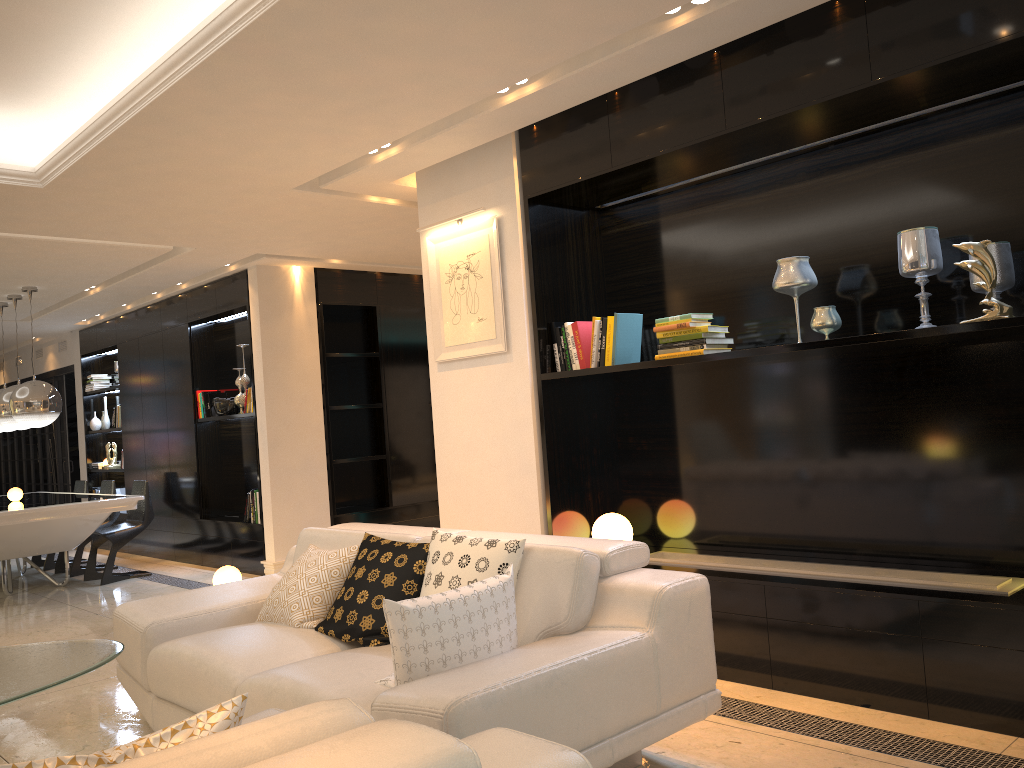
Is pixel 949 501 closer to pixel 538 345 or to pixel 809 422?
pixel 809 422

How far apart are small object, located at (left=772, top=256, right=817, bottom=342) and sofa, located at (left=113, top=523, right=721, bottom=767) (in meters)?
1.39

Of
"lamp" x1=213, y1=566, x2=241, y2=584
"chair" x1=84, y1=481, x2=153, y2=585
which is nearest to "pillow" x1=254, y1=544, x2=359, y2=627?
"lamp" x1=213, y1=566, x2=241, y2=584

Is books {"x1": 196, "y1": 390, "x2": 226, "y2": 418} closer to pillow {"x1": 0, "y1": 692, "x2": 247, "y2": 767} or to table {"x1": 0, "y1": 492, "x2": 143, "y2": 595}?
table {"x1": 0, "y1": 492, "x2": 143, "y2": 595}

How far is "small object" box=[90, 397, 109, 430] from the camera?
10.5 meters

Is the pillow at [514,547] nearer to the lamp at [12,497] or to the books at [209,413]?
the books at [209,413]

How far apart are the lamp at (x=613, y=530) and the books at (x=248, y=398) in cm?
418

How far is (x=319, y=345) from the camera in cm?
787

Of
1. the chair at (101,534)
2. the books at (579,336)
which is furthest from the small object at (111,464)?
the books at (579,336)

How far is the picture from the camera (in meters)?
4.75
